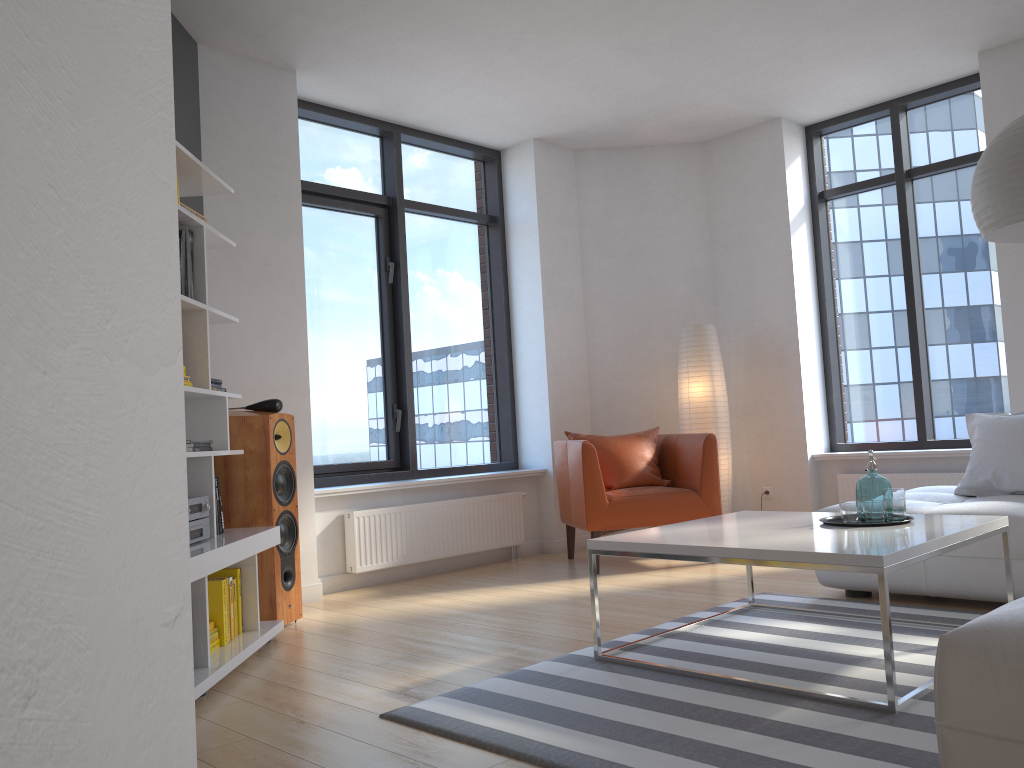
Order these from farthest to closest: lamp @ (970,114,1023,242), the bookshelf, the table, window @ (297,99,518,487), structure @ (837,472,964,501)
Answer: window @ (297,99,518,487) < structure @ (837,472,964,501) < the bookshelf < lamp @ (970,114,1023,242) < the table

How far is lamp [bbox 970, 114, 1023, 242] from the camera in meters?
3.0

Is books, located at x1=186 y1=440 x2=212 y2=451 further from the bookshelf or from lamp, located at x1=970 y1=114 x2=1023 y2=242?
lamp, located at x1=970 y1=114 x2=1023 y2=242

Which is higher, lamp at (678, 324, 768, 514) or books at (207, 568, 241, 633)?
lamp at (678, 324, 768, 514)

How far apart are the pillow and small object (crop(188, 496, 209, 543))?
3.50m

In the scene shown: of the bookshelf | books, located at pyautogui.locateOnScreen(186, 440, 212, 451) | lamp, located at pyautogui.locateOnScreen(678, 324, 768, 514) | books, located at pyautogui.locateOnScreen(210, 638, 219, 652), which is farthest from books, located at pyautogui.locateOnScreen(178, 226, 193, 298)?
lamp, located at pyautogui.locateOnScreen(678, 324, 768, 514)

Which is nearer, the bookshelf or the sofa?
the sofa

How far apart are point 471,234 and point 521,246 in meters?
0.4

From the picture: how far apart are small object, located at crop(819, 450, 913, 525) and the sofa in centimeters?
61cm

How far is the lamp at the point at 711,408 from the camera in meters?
6.1
